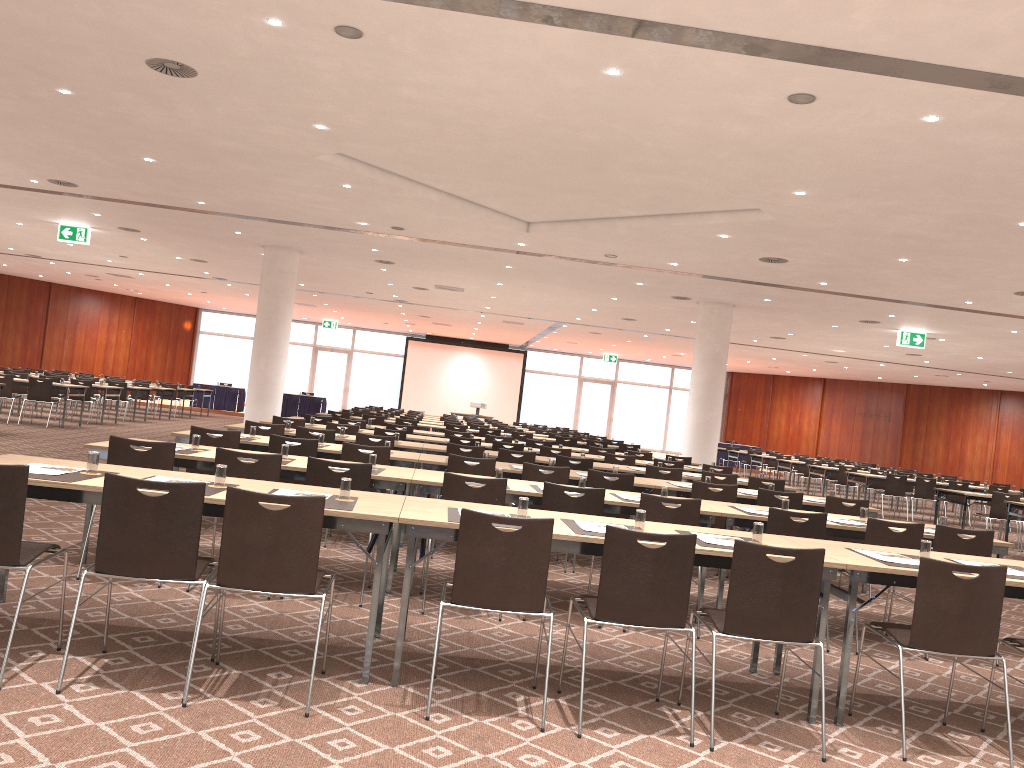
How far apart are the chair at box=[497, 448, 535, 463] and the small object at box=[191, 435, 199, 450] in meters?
4.2

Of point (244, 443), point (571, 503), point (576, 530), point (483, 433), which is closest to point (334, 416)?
point (483, 433)

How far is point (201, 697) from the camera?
3.9m

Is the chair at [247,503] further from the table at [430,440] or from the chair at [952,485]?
the chair at [952,485]

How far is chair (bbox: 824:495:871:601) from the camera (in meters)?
8.29

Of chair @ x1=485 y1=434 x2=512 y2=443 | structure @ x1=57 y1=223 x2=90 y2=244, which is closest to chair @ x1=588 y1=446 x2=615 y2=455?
chair @ x1=485 y1=434 x2=512 y2=443

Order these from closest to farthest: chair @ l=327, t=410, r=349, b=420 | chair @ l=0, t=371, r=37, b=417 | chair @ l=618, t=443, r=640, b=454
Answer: chair @ l=327, t=410, r=349, b=420 → chair @ l=618, t=443, r=640, b=454 → chair @ l=0, t=371, r=37, b=417

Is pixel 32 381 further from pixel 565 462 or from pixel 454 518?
pixel 454 518

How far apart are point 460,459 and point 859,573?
4.2 meters

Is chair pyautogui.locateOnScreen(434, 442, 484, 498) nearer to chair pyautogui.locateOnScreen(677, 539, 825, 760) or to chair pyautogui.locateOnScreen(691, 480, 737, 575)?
chair pyautogui.locateOnScreen(691, 480, 737, 575)
